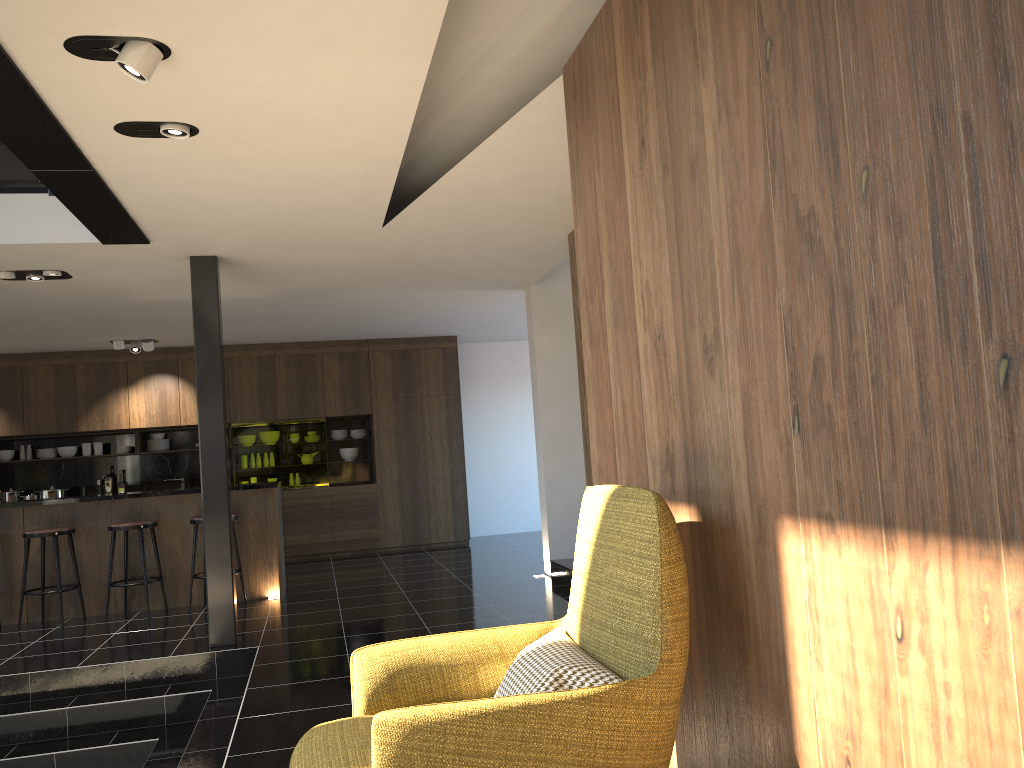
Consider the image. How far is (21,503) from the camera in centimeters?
748cm

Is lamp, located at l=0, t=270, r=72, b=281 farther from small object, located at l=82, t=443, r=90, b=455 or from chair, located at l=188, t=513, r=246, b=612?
small object, located at l=82, t=443, r=90, b=455

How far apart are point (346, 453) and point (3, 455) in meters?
4.1

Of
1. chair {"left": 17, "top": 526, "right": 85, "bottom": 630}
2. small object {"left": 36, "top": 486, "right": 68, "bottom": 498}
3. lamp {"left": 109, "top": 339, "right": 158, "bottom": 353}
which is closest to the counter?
chair {"left": 17, "top": 526, "right": 85, "bottom": 630}

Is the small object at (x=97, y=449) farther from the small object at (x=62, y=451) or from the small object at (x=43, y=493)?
the small object at (x=43, y=493)

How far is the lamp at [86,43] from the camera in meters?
3.0

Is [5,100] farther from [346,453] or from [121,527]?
[346,453]

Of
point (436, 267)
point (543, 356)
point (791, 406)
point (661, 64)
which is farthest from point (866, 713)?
point (543, 356)

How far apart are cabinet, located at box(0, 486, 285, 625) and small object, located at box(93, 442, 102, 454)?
3.4m

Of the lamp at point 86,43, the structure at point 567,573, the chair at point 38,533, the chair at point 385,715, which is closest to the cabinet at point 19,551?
the chair at point 38,533
